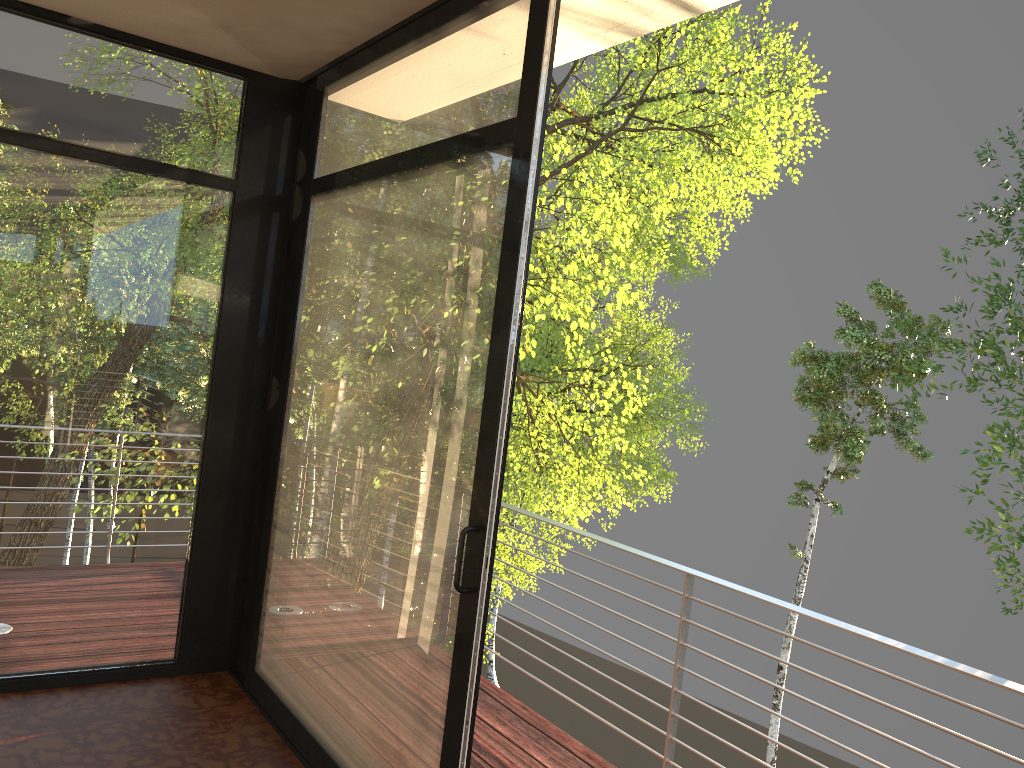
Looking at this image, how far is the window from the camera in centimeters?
237cm

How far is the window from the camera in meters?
2.4

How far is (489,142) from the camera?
2.37m
